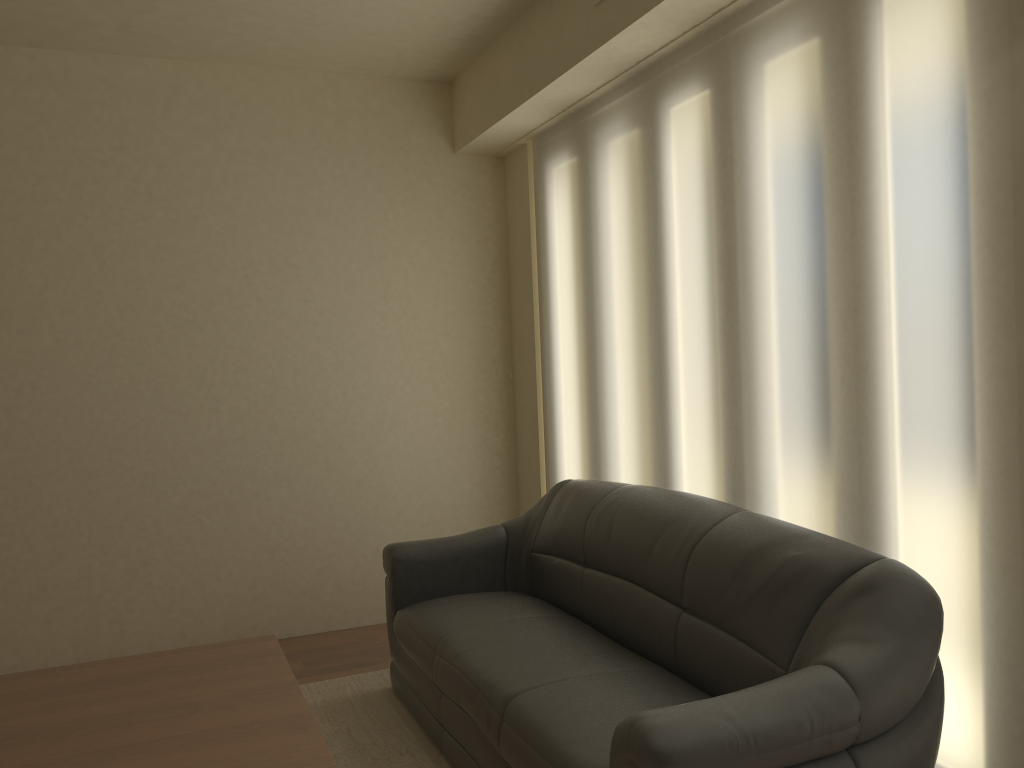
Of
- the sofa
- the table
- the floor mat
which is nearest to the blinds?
the sofa

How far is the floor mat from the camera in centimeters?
321cm

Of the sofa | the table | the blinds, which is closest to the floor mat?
the sofa

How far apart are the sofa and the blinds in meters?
0.2 m

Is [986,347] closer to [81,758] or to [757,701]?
[757,701]

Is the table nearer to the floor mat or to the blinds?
the floor mat

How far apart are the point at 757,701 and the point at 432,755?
1.6 meters

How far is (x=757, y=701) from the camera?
2.0m

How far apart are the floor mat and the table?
0.5m

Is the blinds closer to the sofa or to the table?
the sofa
